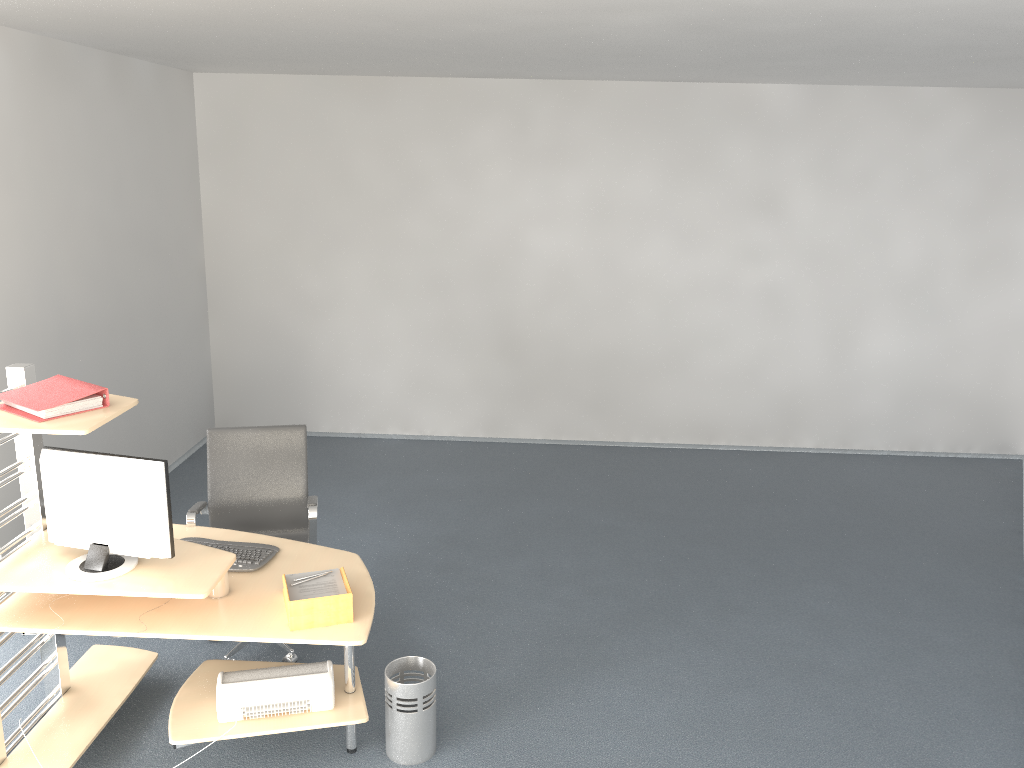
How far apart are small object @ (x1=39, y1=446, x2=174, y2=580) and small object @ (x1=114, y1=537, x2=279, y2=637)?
0.38m

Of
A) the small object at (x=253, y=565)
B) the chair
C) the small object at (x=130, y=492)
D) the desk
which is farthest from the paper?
the chair

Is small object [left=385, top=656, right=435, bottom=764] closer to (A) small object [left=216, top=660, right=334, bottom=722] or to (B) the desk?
(B) the desk

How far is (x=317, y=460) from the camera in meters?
7.1 m

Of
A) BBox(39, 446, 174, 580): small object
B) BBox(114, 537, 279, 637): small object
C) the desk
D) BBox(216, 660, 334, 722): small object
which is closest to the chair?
the desk

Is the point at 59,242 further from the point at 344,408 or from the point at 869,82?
the point at 869,82

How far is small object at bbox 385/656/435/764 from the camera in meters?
3.5 m

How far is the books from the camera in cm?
308

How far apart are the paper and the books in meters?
0.9

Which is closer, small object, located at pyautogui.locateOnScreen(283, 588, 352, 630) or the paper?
small object, located at pyautogui.locateOnScreen(283, 588, 352, 630)
